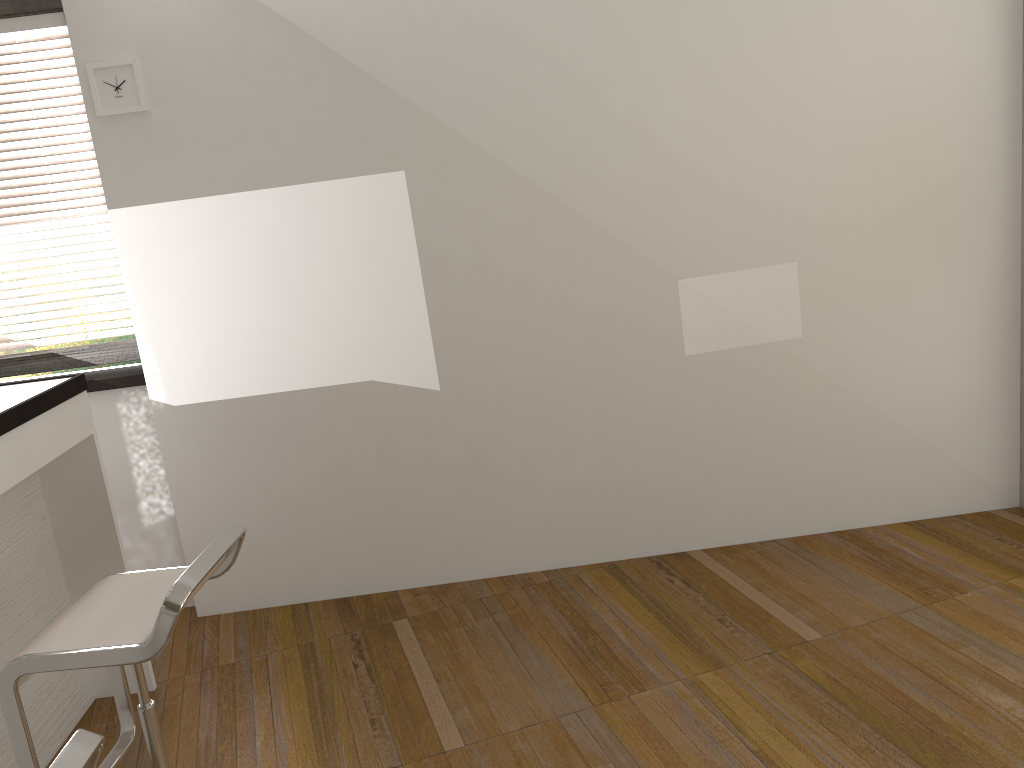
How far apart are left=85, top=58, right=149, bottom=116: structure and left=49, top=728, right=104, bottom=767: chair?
2.5 meters

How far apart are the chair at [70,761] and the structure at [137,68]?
2.5m

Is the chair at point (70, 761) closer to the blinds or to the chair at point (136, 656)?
the chair at point (136, 656)

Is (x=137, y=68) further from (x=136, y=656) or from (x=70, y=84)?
(x=136, y=656)

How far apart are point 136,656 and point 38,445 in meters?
1.0 m

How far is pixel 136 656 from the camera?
1.8m

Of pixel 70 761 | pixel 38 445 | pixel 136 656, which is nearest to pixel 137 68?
pixel 38 445

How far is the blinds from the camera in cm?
343

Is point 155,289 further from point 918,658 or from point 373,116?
point 918,658

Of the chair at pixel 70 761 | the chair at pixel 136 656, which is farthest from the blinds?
the chair at pixel 70 761
